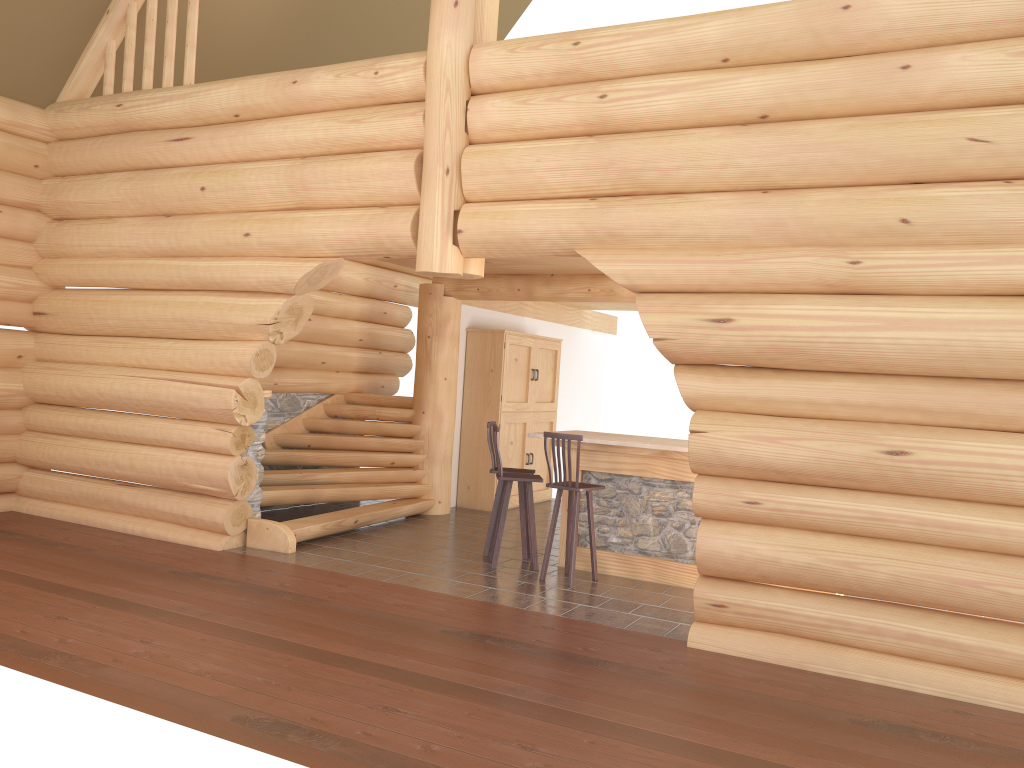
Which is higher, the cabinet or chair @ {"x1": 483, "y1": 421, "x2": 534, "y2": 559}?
the cabinet

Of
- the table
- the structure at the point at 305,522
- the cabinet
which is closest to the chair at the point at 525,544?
the table

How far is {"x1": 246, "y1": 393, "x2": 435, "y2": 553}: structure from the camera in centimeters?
892cm

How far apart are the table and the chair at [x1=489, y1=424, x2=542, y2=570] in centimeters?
36cm

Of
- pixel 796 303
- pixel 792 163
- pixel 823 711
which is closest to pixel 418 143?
pixel 792 163

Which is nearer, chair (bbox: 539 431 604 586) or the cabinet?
chair (bbox: 539 431 604 586)

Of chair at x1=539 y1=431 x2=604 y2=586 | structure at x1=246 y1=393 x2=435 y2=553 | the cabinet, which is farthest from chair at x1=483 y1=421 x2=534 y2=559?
the cabinet

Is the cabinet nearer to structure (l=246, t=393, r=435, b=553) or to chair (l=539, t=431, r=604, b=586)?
structure (l=246, t=393, r=435, b=553)

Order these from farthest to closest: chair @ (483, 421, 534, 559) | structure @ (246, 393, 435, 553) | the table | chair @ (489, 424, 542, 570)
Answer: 1. structure @ (246, 393, 435, 553)
2. chair @ (483, 421, 534, 559)
3. chair @ (489, 424, 542, 570)
4. the table

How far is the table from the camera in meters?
8.0 m
